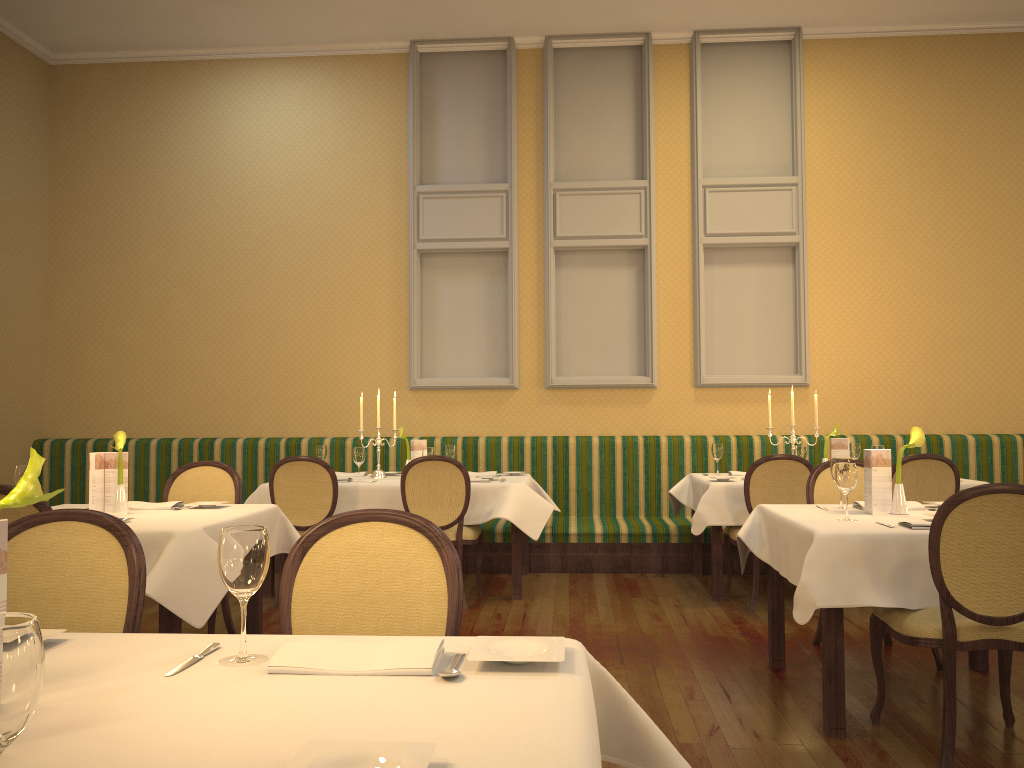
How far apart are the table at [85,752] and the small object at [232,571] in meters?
0.0

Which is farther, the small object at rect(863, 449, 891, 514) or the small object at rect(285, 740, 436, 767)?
the small object at rect(863, 449, 891, 514)

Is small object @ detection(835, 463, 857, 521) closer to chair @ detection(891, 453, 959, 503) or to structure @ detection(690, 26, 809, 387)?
chair @ detection(891, 453, 959, 503)

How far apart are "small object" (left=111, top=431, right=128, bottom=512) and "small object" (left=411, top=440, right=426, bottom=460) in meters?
2.4

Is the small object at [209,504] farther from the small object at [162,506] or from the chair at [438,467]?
the chair at [438,467]

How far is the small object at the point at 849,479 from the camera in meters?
3.5 m

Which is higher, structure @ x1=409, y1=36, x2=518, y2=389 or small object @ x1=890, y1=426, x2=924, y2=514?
structure @ x1=409, y1=36, x2=518, y2=389

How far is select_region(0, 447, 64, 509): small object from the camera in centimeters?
135cm

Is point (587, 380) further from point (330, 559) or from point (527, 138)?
point (330, 559)

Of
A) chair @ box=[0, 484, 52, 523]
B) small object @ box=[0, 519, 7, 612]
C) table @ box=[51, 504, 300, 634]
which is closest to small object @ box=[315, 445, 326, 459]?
table @ box=[51, 504, 300, 634]
